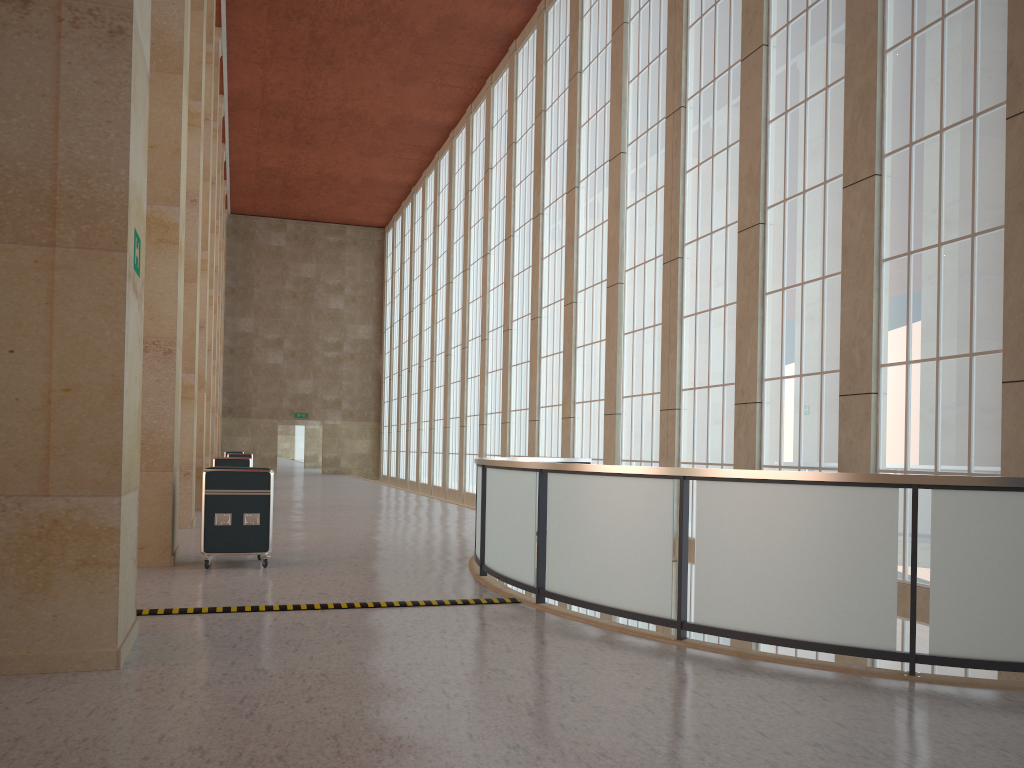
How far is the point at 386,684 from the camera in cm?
701

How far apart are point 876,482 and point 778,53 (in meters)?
12.31

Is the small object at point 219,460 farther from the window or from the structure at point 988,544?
the structure at point 988,544

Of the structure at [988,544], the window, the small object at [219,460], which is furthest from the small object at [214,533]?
the small object at [219,460]

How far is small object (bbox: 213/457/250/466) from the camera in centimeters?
2519cm

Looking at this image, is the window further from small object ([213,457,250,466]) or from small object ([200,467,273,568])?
small object ([213,457,250,466])

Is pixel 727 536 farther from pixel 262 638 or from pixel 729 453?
pixel 729 453

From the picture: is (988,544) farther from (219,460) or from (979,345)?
(219,460)

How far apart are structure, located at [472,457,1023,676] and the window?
2.5m

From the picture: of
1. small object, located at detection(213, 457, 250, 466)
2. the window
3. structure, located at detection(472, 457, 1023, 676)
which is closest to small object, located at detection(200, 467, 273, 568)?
structure, located at detection(472, 457, 1023, 676)
